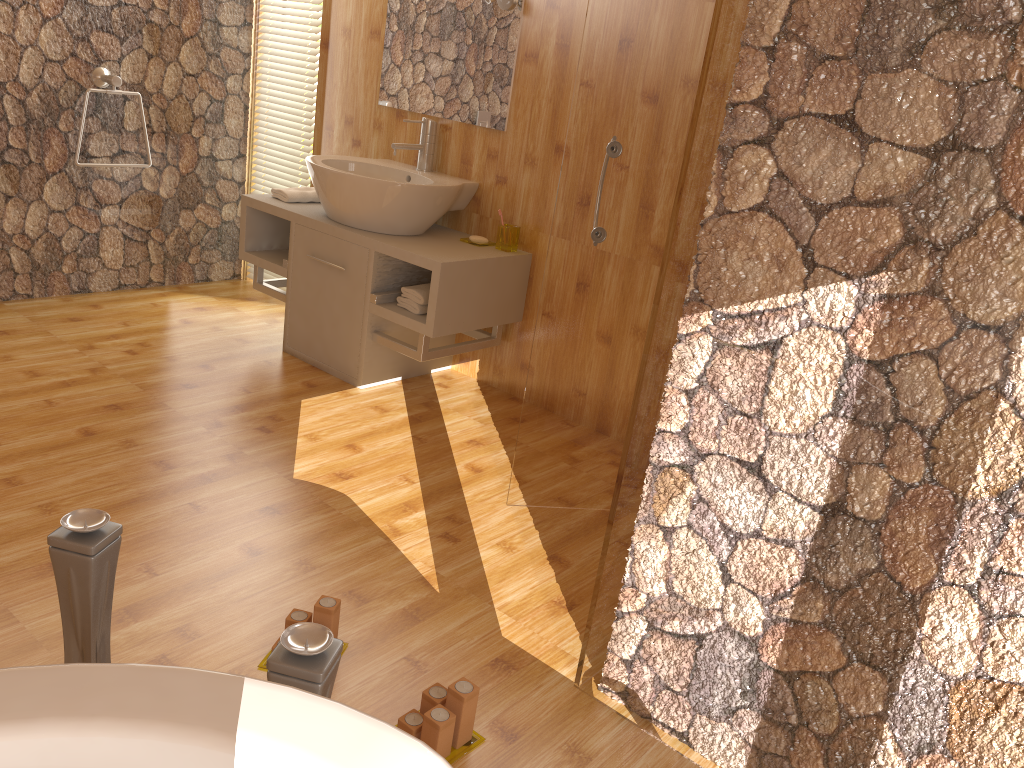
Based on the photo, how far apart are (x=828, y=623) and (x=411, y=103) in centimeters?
276cm

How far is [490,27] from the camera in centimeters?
328cm

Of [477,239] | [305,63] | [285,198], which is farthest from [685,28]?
[305,63]

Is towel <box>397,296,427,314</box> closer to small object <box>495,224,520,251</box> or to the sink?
the sink

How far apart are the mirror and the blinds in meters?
0.5

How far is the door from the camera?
2.18m

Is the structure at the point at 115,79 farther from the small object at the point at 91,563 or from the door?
the small object at the point at 91,563

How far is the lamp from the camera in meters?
3.2

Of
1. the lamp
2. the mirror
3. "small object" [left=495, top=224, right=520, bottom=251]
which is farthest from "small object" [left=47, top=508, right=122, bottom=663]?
the lamp

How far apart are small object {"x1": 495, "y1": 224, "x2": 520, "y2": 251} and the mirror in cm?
38
